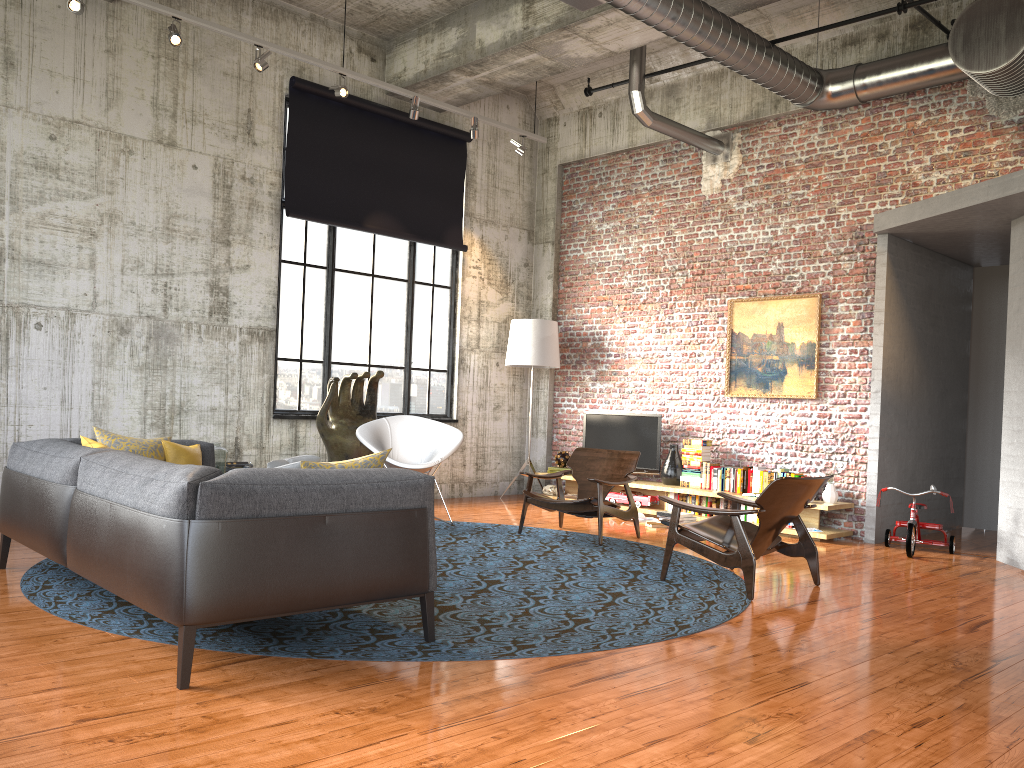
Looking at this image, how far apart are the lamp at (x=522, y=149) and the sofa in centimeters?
558cm

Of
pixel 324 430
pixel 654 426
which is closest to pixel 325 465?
pixel 324 430

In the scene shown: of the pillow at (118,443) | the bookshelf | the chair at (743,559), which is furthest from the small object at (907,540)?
the pillow at (118,443)

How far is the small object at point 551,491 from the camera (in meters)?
10.90

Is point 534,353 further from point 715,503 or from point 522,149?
point 715,503

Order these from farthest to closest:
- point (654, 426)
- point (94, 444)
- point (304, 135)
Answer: point (654, 426) → point (304, 135) → point (94, 444)

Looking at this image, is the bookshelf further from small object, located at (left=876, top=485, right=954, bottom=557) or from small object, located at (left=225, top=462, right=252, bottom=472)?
small object, located at (left=225, top=462, right=252, bottom=472)

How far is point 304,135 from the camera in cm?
947

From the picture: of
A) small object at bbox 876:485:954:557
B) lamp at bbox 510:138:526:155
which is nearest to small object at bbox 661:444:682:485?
small object at bbox 876:485:954:557

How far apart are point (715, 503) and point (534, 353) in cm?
287
